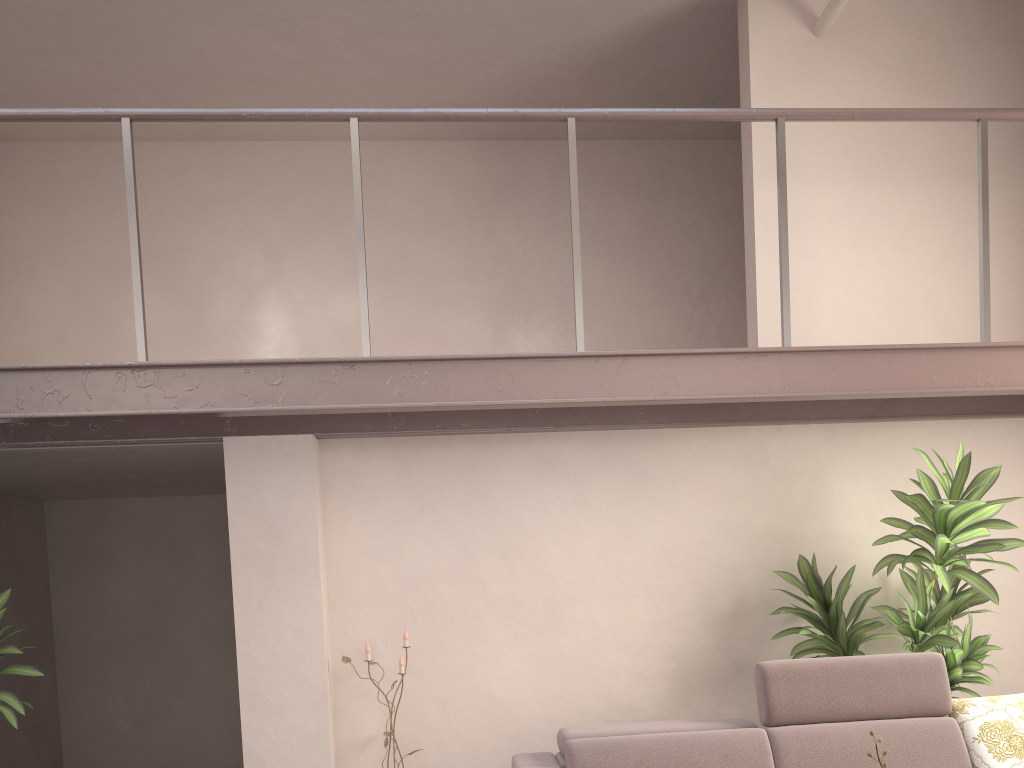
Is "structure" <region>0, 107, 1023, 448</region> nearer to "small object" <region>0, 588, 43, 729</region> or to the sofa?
"small object" <region>0, 588, 43, 729</region>

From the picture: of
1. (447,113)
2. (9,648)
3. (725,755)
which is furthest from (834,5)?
(9,648)

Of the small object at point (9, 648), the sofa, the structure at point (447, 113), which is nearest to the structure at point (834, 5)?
the structure at point (447, 113)

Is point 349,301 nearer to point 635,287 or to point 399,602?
point 635,287

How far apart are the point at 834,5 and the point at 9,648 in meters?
4.9 m

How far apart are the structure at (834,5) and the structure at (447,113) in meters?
0.9 m

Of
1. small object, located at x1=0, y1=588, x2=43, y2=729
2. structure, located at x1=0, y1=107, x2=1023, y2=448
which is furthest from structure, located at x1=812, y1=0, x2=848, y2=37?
small object, located at x1=0, y1=588, x2=43, y2=729

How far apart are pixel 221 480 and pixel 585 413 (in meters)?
2.67

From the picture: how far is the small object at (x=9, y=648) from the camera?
3.84m

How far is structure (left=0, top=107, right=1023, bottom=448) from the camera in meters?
3.4
